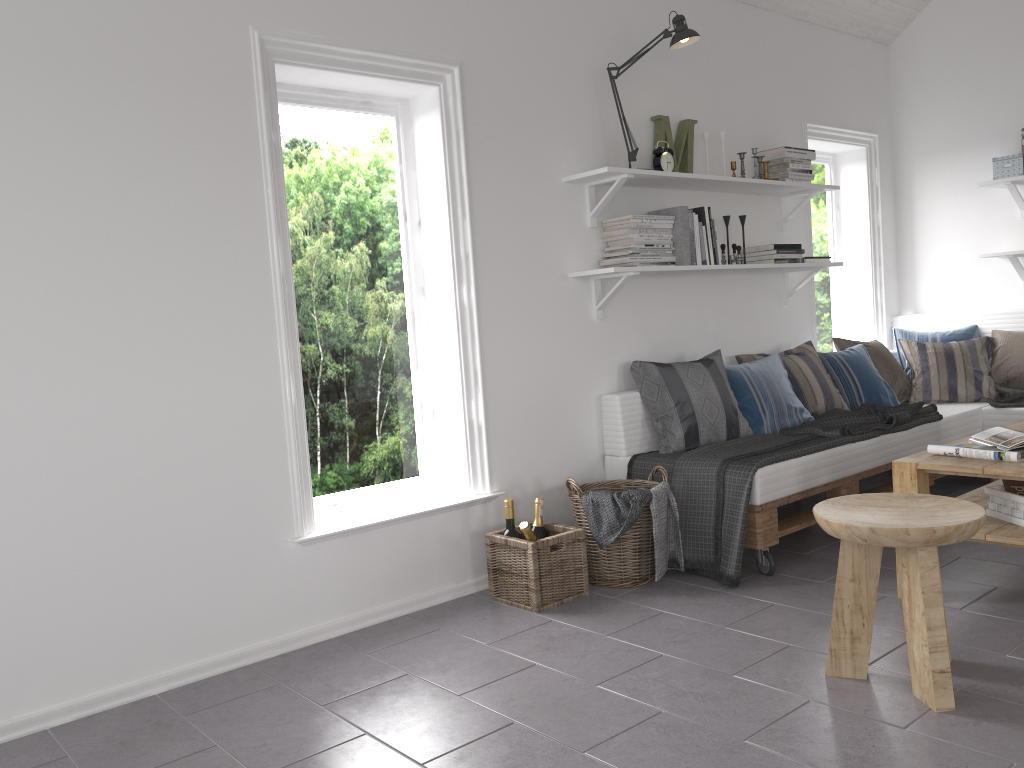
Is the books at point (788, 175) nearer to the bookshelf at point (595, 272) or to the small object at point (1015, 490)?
the bookshelf at point (595, 272)

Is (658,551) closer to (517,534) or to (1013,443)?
(517,534)

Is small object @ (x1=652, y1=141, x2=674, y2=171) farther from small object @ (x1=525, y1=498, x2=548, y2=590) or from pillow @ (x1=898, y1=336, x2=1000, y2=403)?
pillow @ (x1=898, y1=336, x2=1000, y2=403)

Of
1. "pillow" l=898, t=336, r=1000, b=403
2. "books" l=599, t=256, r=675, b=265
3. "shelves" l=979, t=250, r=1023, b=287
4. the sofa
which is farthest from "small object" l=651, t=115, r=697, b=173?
"shelves" l=979, t=250, r=1023, b=287

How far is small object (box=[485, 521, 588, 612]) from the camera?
3.2m

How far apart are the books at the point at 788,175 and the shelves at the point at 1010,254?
1.31m

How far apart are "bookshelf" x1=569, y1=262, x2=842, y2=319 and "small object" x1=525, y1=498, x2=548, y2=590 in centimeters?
94cm

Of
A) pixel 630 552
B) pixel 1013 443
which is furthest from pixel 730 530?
pixel 1013 443

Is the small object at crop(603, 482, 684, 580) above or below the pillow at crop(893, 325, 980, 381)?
below

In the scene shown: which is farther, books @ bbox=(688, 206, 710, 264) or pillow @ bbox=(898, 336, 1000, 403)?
pillow @ bbox=(898, 336, 1000, 403)
